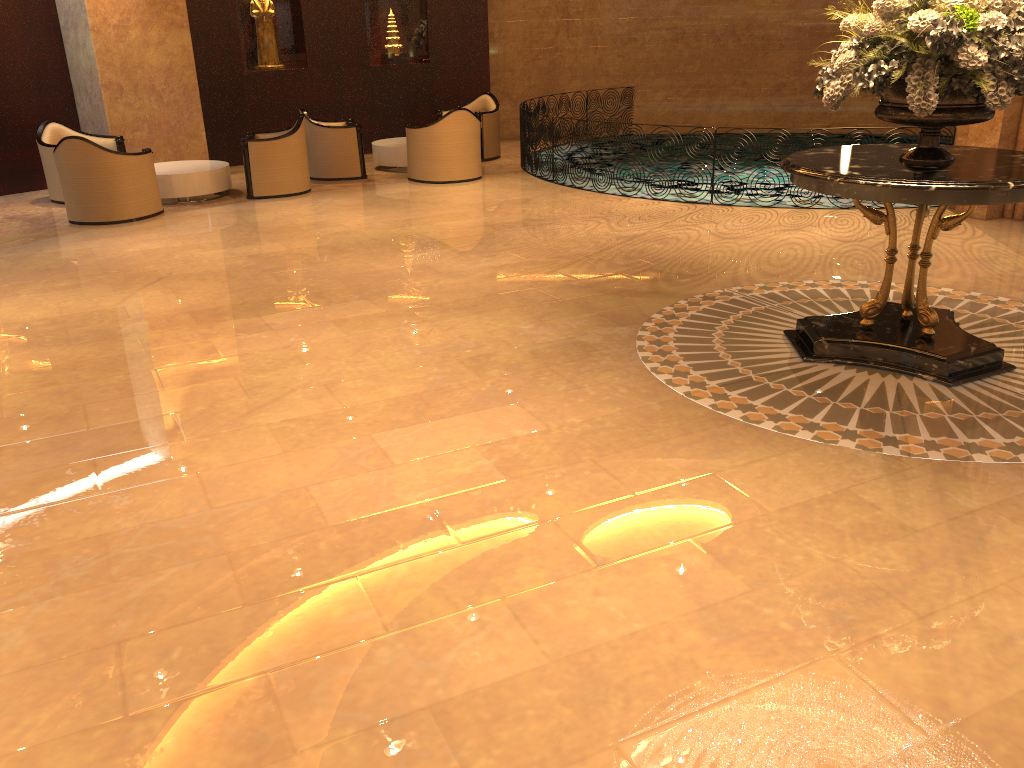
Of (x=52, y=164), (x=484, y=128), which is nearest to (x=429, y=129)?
(x=484, y=128)

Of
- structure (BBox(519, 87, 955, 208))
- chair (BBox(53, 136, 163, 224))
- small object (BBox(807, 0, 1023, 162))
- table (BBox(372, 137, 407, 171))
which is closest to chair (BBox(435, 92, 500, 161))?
structure (BBox(519, 87, 955, 208))

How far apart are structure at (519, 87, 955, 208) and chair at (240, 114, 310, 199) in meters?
2.9

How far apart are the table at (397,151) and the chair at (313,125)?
0.41m

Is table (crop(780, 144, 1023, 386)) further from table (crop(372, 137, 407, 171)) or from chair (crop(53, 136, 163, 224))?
table (crop(372, 137, 407, 171))

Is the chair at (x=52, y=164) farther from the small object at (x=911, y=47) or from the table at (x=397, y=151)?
the small object at (x=911, y=47)

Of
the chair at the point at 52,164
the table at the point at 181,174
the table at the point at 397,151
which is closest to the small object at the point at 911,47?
the table at the point at 181,174

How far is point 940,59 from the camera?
4.4m

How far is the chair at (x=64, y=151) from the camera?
9.1 meters

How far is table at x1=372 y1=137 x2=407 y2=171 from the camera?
12.08m
